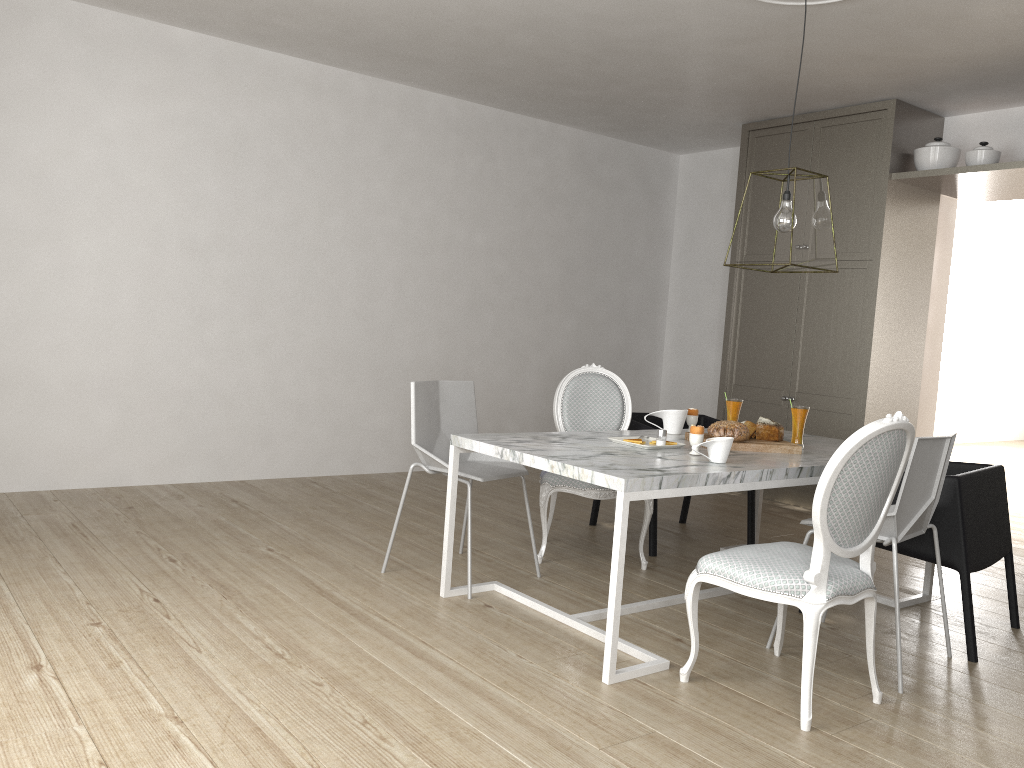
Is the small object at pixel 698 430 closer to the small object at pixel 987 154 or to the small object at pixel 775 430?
the small object at pixel 775 430

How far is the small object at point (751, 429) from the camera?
3.4 meters

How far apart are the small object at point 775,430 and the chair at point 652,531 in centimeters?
73cm

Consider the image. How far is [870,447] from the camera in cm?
225

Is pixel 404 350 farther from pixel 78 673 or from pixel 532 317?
pixel 78 673

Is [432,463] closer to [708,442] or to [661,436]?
[661,436]

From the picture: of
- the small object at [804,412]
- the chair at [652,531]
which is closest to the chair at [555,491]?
the chair at [652,531]

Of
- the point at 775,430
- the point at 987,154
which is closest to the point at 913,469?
the point at 775,430

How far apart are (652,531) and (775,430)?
0.85m

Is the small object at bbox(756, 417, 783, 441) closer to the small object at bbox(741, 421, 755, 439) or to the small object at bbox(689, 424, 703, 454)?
the small object at bbox(741, 421, 755, 439)
